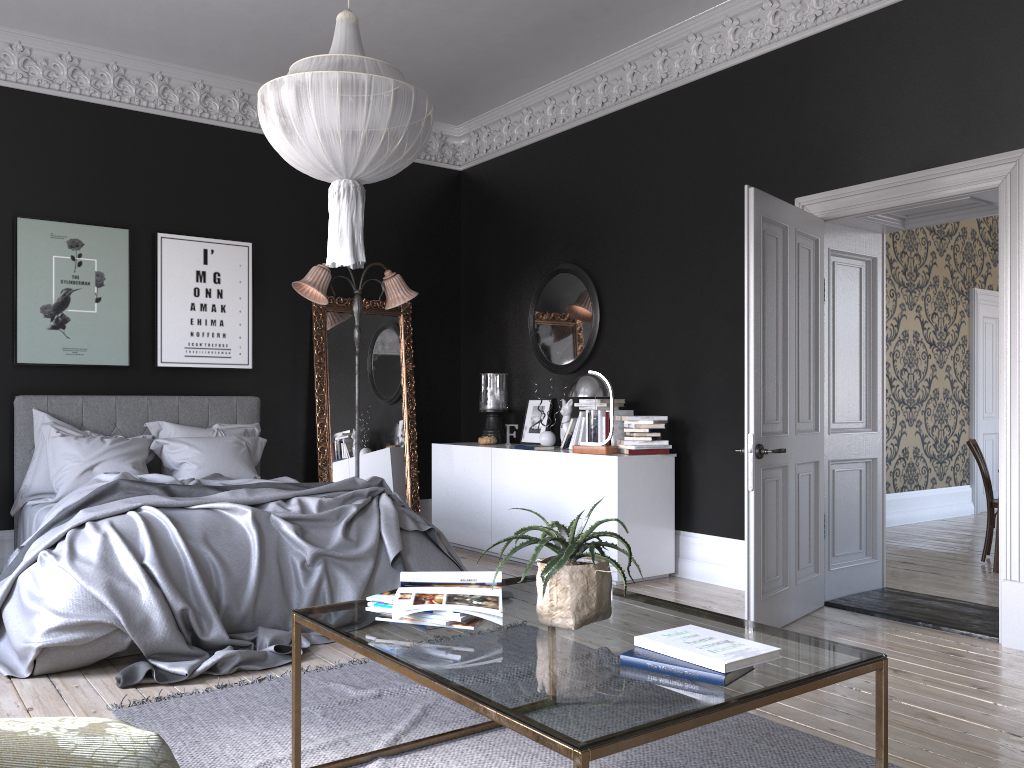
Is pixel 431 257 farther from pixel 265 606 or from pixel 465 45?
pixel 265 606

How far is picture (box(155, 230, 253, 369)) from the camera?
7.0m

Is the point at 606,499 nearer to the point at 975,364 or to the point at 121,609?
the point at 121,609

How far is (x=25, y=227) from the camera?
6.4m

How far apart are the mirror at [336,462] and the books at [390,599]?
5.0m

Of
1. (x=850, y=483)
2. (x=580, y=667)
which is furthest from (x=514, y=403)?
(x=580, y=667)

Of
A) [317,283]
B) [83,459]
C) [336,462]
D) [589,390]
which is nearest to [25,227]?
[83,459]

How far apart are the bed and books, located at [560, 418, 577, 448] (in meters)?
1.68

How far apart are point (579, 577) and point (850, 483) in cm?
367

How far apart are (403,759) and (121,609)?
1.76m
